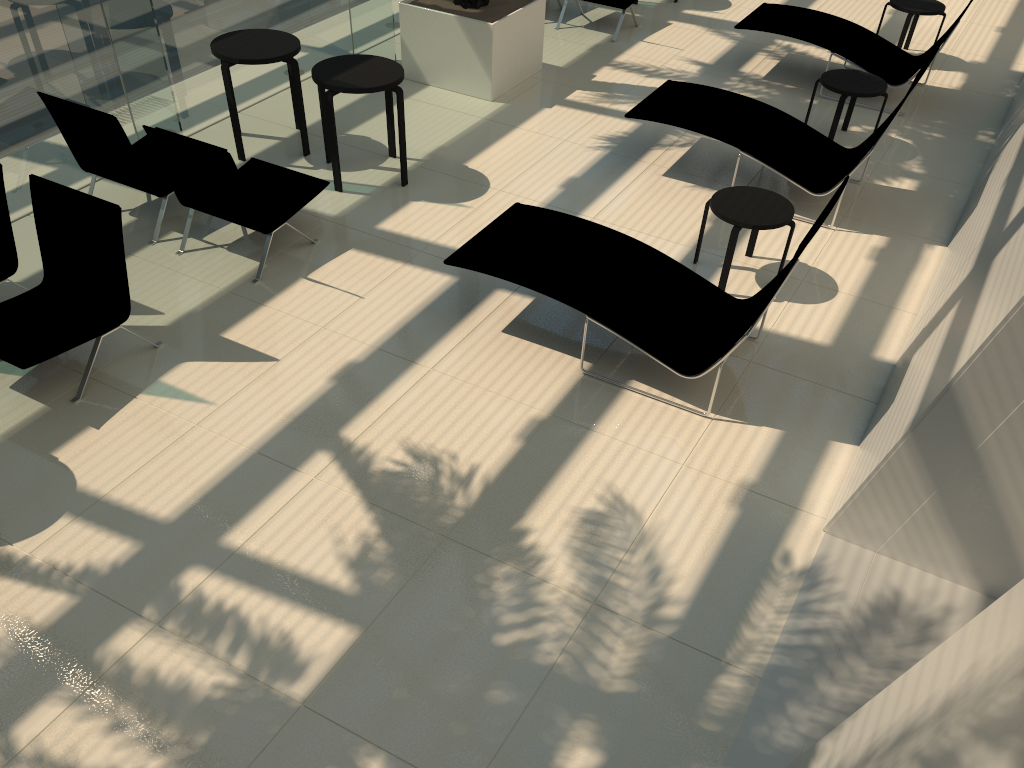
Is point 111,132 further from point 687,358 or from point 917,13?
point 917,13

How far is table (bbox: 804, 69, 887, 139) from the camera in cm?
770

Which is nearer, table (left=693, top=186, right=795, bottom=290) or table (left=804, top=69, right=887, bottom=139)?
table (left=693, top=186, right=795, bottom=290)

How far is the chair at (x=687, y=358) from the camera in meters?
5.1 m

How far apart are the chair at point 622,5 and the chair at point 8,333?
6.9m

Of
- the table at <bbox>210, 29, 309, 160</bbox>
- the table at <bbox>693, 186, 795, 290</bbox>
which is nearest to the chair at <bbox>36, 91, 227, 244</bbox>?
the table at <bbox>210, 29, 309, 160</bbox>

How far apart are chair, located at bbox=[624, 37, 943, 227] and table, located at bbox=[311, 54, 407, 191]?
1.9 meters

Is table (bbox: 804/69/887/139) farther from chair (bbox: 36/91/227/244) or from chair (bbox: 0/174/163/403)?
chair (bbox: 0/174/163/403)

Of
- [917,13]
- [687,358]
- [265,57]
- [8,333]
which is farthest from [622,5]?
[8,333]

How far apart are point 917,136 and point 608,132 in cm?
299
